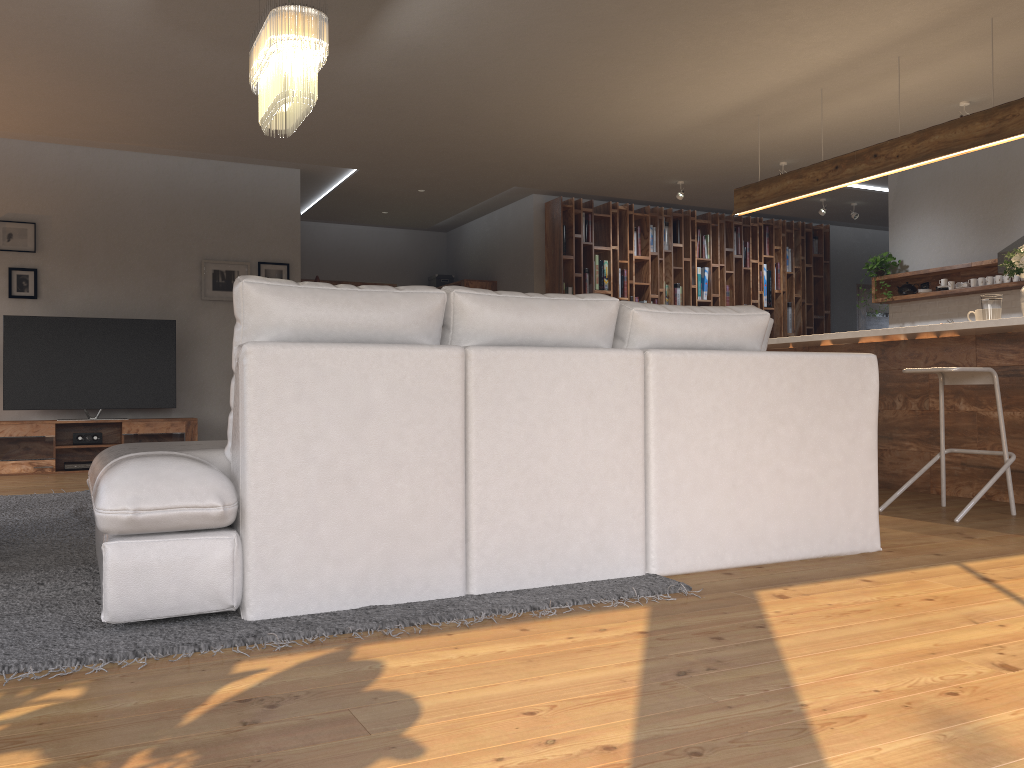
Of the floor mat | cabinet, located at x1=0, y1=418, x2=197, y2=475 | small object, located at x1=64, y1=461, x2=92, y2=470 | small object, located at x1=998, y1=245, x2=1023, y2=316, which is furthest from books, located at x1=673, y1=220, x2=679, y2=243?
the floor mat

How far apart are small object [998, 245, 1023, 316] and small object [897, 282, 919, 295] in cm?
373

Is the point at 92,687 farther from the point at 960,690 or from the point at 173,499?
the point at 960,690

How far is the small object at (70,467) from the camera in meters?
7.3 m

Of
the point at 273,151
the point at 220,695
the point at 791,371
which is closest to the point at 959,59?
the point at 791,371

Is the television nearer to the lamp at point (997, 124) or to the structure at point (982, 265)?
the lamp at point (997, 124)

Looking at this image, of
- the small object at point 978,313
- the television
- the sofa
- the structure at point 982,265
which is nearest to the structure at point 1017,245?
the structure at point 982,265

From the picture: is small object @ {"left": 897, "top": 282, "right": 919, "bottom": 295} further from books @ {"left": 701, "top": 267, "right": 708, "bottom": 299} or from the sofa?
the sofa

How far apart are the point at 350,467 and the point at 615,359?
0.9 meters

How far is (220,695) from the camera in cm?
182
